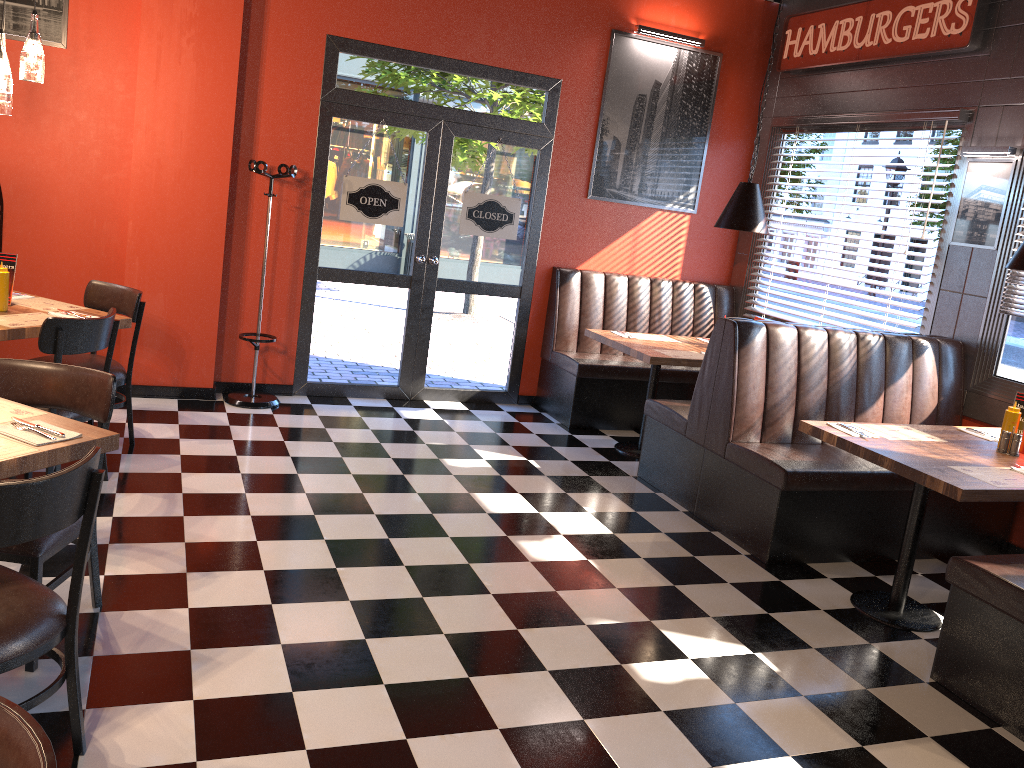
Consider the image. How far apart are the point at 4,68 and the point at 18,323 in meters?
1.2

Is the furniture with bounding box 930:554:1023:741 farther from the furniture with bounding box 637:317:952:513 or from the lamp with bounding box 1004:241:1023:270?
the furniture with bounding box 637:317:952:513

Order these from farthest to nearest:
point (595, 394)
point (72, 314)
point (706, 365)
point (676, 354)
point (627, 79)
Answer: point (627, 79), point (595, 394), point (676, 354), point (706, 365), point (72, 314)

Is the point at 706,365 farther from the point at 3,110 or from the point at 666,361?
the point at 3,110

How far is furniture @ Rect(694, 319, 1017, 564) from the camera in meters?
4.5 m

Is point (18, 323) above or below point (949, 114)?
below

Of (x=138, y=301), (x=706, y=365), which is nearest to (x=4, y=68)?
(x=138, y=301)

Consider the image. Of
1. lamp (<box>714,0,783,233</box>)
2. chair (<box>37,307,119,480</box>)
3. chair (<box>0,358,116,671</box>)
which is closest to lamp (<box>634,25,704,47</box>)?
lamp (<box>714,0,783,233</box>)

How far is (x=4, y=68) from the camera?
4.06m

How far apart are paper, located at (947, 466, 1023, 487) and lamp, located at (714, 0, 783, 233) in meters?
2.6
